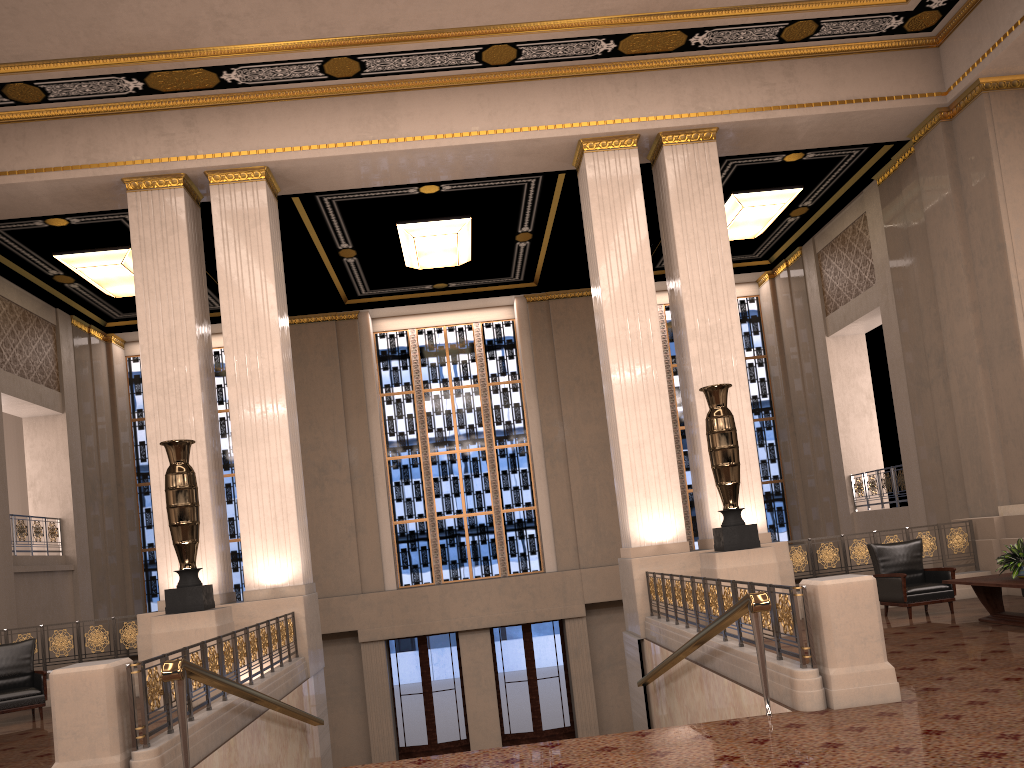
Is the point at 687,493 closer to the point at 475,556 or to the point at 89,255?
the point at 475,556

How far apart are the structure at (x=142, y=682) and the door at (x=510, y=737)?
7.8 meters

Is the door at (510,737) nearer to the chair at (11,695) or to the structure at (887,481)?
the structure at (887,481)

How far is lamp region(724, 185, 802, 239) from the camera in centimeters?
1452cm

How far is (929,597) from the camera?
A: 9.4 meters

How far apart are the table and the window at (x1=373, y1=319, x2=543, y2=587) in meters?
10.2 m

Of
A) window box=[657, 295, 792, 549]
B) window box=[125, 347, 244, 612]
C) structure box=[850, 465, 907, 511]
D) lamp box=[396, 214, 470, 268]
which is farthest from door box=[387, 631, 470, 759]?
structure box=[850, 465, 907, 511]

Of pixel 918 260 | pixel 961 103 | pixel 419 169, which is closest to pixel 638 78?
pixel 419 169

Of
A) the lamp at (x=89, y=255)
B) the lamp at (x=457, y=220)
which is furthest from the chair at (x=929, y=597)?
the lamp at (x=89, y=255)

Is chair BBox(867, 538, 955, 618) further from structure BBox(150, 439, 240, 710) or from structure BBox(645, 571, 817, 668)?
structure BBox(150, 439, 240, 710)
